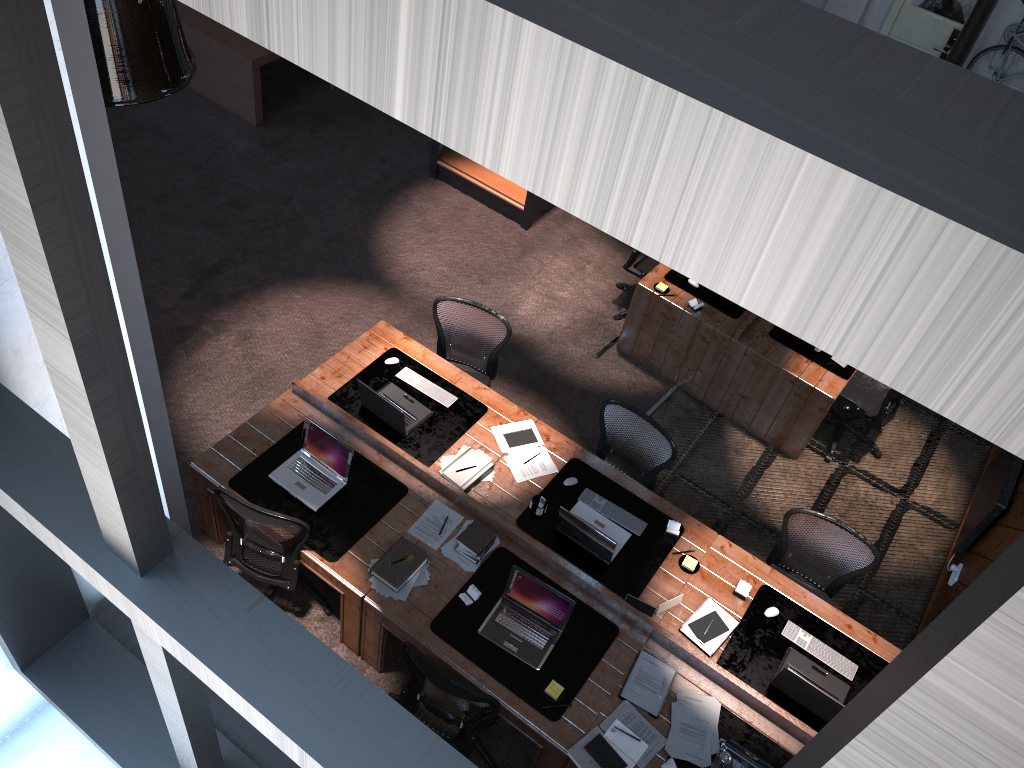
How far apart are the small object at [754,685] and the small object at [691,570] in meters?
0.4 m

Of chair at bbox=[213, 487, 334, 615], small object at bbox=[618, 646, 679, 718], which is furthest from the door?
chair at bbox=[213, 487, 334, 615]

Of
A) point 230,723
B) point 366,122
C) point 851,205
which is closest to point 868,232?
point 851,205

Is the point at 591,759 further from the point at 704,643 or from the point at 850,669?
the point at 850,669

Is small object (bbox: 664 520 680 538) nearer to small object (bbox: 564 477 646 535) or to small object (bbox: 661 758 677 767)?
small object (bbox: 564 477 646 535)

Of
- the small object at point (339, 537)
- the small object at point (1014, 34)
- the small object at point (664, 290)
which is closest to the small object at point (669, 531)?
the small object at point (339, 537)

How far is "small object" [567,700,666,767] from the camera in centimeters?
443cm

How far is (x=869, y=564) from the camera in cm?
529

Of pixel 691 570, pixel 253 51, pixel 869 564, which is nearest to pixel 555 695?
pixel 691 570

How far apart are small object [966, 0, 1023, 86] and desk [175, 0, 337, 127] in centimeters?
785cm
